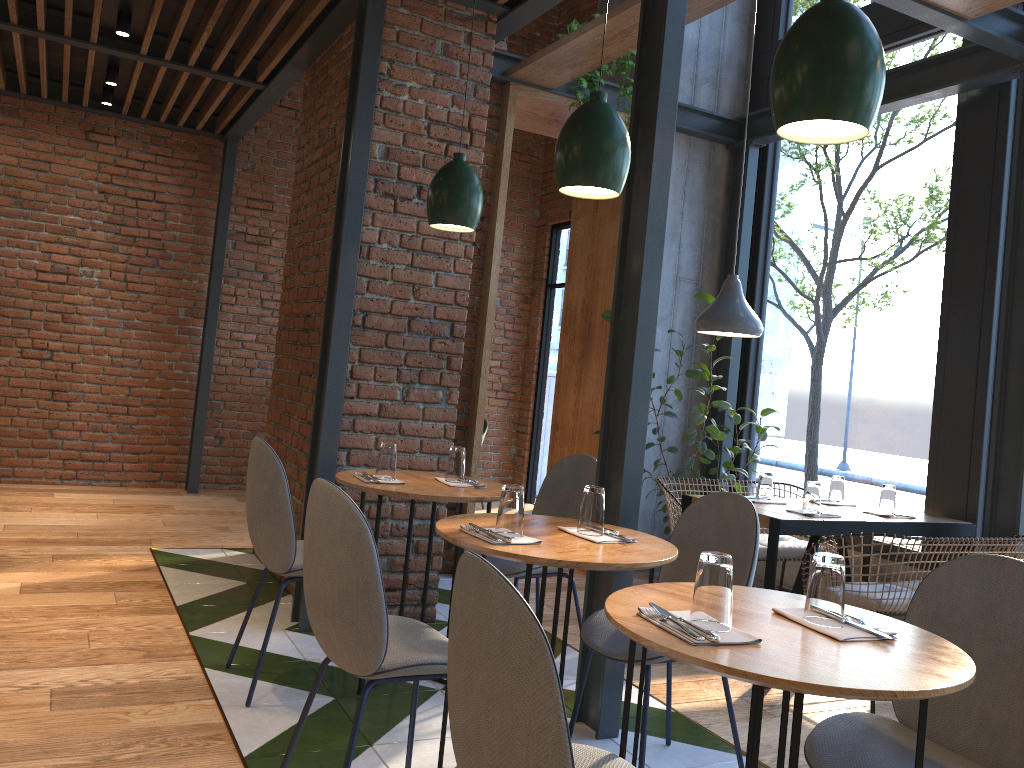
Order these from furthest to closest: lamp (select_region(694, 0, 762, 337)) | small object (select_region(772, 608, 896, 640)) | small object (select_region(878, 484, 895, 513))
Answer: lamp (select_region(694, 0, 762, 337)) < small object (select_region(878, 484, 895, 513)) < small object (select_region(772, 608, 896, 640))

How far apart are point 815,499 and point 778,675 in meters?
2.7 m

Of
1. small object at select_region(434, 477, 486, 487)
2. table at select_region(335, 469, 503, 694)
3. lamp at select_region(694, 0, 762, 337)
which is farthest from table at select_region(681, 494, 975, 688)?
small object at select_region(434, 477, 486, 487)

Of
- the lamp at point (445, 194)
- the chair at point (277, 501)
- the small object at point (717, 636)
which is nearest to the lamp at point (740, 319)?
the lamp at point (445, 194)

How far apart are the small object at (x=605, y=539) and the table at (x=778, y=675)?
0.48m

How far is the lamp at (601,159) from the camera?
2.5 meters

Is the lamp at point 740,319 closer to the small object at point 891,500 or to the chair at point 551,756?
the small object at point 891,500

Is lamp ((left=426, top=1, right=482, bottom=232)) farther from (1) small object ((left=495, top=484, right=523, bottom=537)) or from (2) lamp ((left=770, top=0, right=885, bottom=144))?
(2) lamp ((left=770, top=0, right=885, bottom=144))

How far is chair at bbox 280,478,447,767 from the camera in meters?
2.1

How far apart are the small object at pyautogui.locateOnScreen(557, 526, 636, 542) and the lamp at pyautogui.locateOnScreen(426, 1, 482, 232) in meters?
1.3
